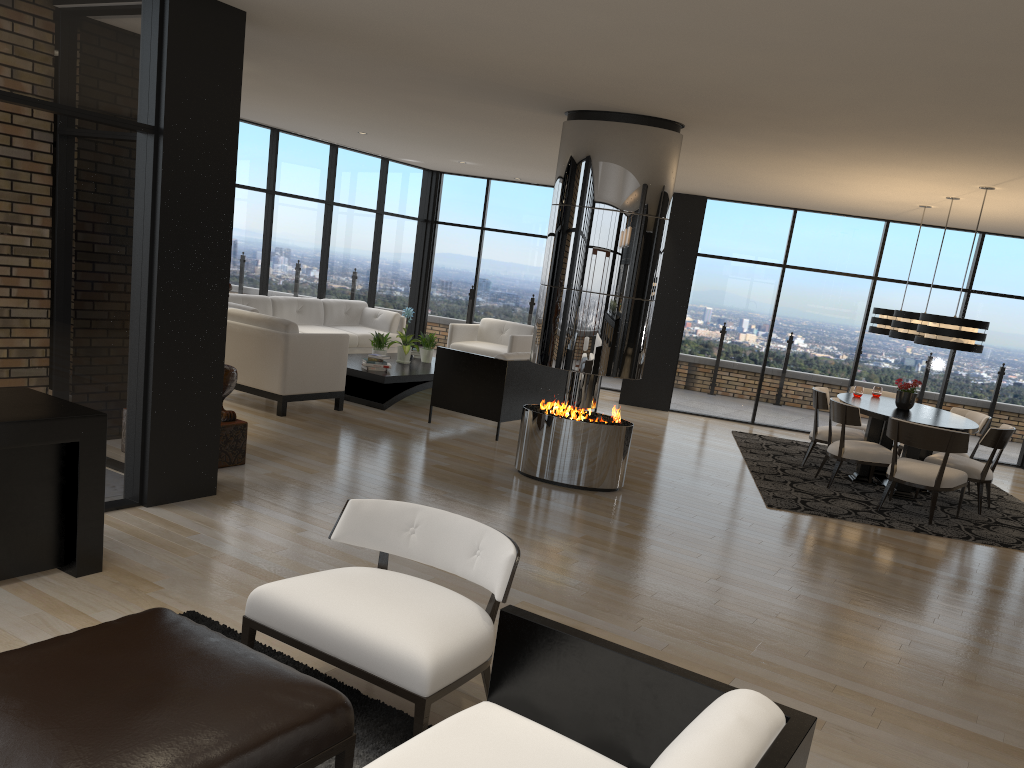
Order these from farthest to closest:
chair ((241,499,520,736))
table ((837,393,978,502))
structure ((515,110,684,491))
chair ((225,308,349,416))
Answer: chair ((225,308,349,416))
table ((837,393,978,502))
structure ((515,110,684,491))
chair ((241,499,520,736))

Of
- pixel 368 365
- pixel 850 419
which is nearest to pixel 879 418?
pixel 850 419

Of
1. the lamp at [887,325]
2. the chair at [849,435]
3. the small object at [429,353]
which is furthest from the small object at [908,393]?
the small object at [429,353]

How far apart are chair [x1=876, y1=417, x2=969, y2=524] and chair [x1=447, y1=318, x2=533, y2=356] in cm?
492

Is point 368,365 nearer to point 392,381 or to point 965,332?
point 392,381

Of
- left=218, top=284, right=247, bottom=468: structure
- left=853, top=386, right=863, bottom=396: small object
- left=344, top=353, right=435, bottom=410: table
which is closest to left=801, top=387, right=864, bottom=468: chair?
left=853, top=386, right=863, bottom=396: small object

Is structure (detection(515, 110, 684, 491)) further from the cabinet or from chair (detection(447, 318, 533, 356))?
chair (detection(447, 318, 533, 356))

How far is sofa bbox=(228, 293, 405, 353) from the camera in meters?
10.3

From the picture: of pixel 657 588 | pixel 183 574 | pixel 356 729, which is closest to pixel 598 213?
pixel 657 588

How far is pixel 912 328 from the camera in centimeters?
823cm
